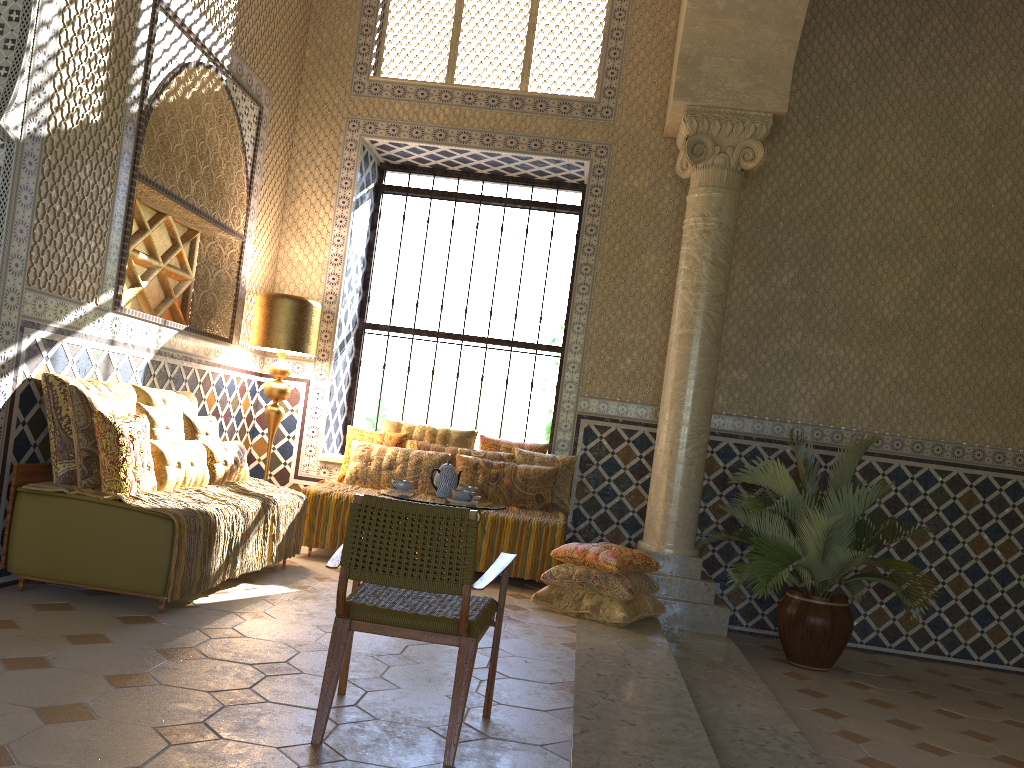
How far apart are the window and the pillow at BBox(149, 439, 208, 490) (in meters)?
4.04

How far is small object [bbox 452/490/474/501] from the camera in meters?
7.1 m

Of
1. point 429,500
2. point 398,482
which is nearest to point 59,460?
point 398,482

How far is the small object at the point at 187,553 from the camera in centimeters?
629cm

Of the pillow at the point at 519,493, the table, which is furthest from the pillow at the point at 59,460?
the pillow at the point at 519,493

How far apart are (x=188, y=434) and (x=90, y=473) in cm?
164

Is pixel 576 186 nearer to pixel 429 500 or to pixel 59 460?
pixel 429 500

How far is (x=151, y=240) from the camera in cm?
846

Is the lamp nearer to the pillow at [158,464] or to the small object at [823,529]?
the pillow at [158,464]

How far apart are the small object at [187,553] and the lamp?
1.22m
